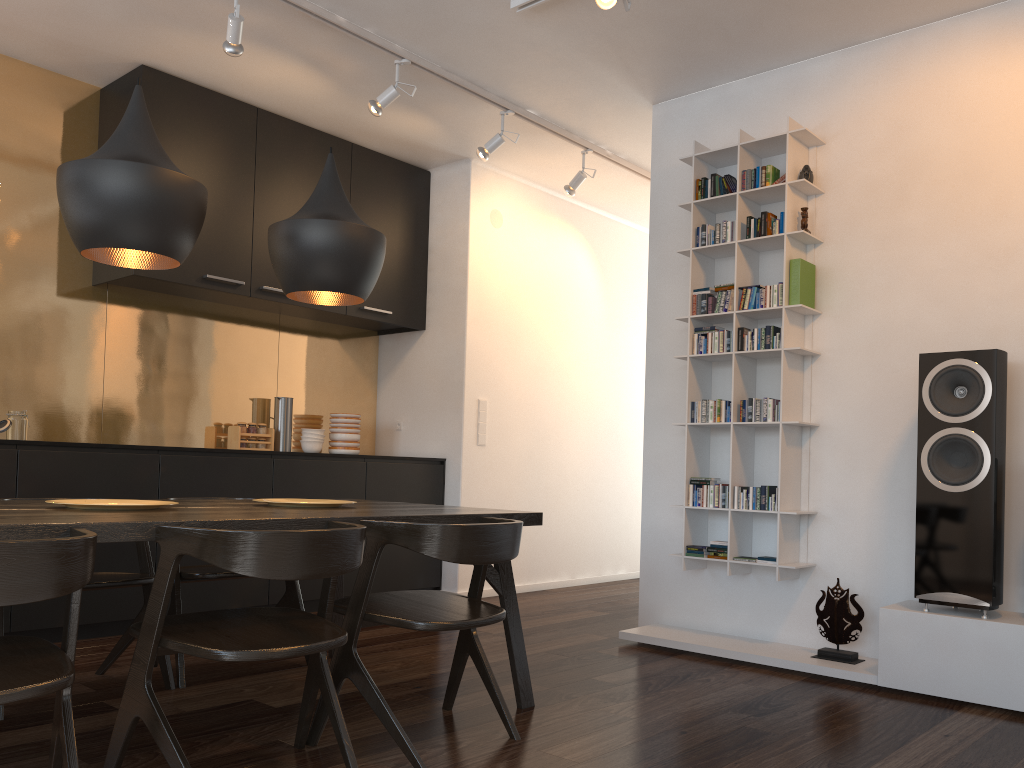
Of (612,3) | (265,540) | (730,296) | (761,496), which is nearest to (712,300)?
(730,296)

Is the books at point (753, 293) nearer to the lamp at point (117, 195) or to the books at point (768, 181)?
the books at point (768, 181)

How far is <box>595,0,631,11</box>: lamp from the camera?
3.28m

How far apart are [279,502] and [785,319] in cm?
236

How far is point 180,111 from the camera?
4.6m

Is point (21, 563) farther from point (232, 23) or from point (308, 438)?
point (308, 438)

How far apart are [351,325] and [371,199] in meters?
0.9 m

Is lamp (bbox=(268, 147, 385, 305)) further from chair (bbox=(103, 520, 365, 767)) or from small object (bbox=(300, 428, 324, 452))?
small object (bbox=(300, 428, 324, 452))

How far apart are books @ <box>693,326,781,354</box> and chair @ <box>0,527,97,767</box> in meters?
3.0

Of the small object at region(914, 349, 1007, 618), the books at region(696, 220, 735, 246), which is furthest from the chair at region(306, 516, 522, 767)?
the books at region(696, 220, 735, 246)
